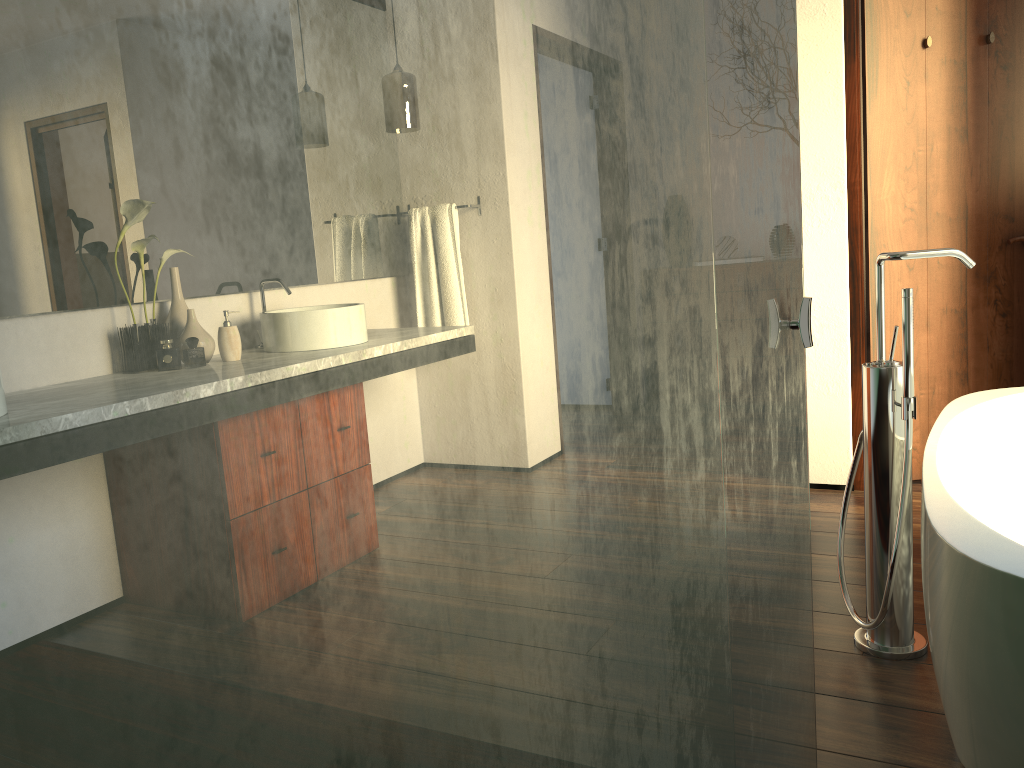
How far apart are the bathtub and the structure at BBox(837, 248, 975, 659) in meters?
0.0

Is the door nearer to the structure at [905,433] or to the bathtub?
the bathtub

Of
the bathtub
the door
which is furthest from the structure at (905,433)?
the door

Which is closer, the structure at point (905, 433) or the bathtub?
the bathtub

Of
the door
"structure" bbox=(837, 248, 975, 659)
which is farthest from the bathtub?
the door

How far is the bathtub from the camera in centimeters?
128cm

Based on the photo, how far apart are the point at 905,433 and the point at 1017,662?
0.7 meters

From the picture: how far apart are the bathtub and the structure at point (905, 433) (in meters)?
0.04

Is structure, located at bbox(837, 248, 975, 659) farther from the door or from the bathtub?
the door

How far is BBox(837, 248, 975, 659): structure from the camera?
1.9 meters
